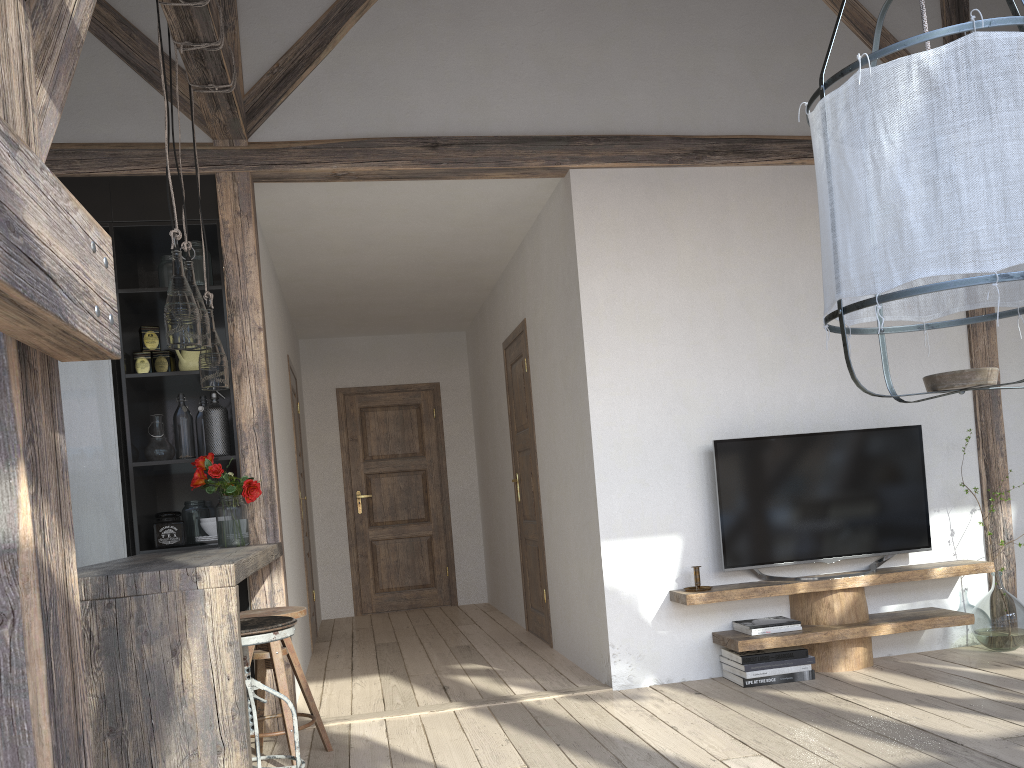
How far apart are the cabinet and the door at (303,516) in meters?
1.9

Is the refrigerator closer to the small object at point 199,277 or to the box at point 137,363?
the box at point 137,363

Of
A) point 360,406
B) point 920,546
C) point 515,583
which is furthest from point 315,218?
point 920,546

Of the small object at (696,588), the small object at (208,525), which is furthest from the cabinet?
the small object at (696,588)

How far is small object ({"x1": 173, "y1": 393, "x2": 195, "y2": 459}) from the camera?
3.9 meters

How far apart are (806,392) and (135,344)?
3.27m

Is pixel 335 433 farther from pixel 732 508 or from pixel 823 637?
pixel 823 637

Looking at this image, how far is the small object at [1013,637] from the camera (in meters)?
4.18

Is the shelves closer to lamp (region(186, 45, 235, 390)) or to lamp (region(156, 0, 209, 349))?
lamp (region(186, 45, 235, 390))

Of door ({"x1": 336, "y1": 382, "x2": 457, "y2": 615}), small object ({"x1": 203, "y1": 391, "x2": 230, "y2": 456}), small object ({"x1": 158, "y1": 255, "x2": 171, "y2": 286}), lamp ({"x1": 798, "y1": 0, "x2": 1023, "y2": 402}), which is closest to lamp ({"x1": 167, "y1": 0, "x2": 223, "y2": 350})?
small object ({"x1": 203, "y1": 391, "x2": 230, "y2": 456})
